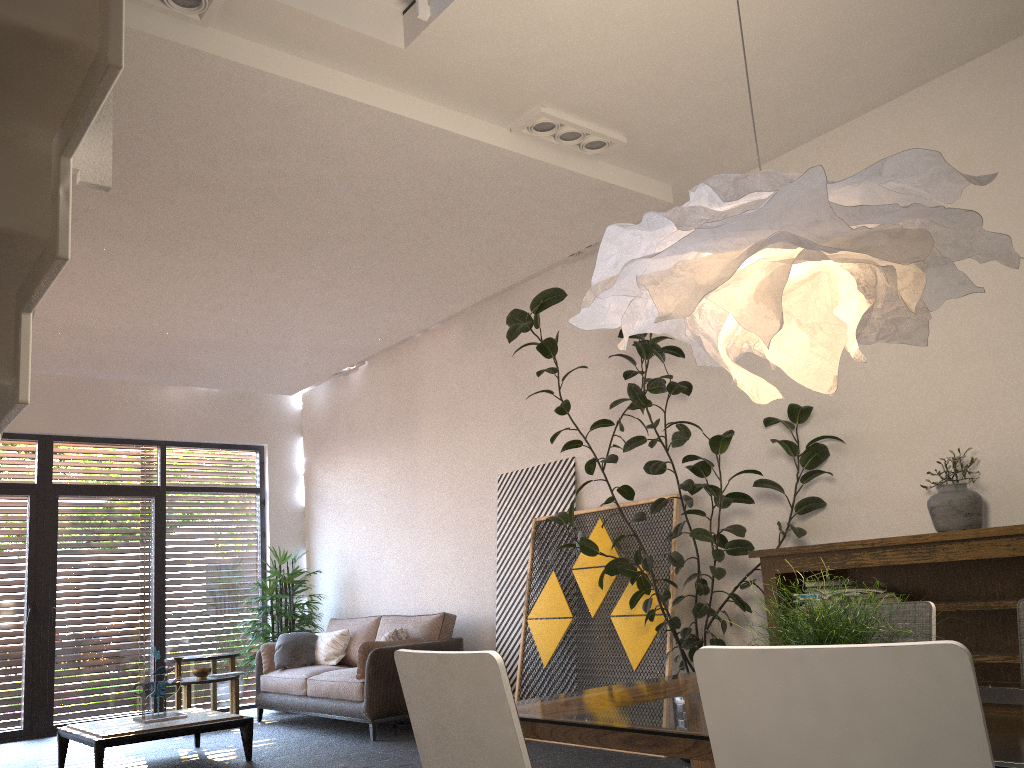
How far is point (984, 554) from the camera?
3.9m

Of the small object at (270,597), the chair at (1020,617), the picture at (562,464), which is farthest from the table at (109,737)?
the chair at (1020,617)

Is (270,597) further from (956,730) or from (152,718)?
(956,730)

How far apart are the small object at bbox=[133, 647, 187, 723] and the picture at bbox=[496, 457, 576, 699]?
2.4 meters

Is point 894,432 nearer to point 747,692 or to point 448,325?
point 747,692

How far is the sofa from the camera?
6.7m

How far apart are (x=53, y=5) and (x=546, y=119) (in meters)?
3.82

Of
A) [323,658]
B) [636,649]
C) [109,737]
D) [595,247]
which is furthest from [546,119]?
[323,658]

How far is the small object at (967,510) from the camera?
4.16m

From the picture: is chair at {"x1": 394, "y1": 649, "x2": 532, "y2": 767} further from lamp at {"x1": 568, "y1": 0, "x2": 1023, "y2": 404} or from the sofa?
the sofa
